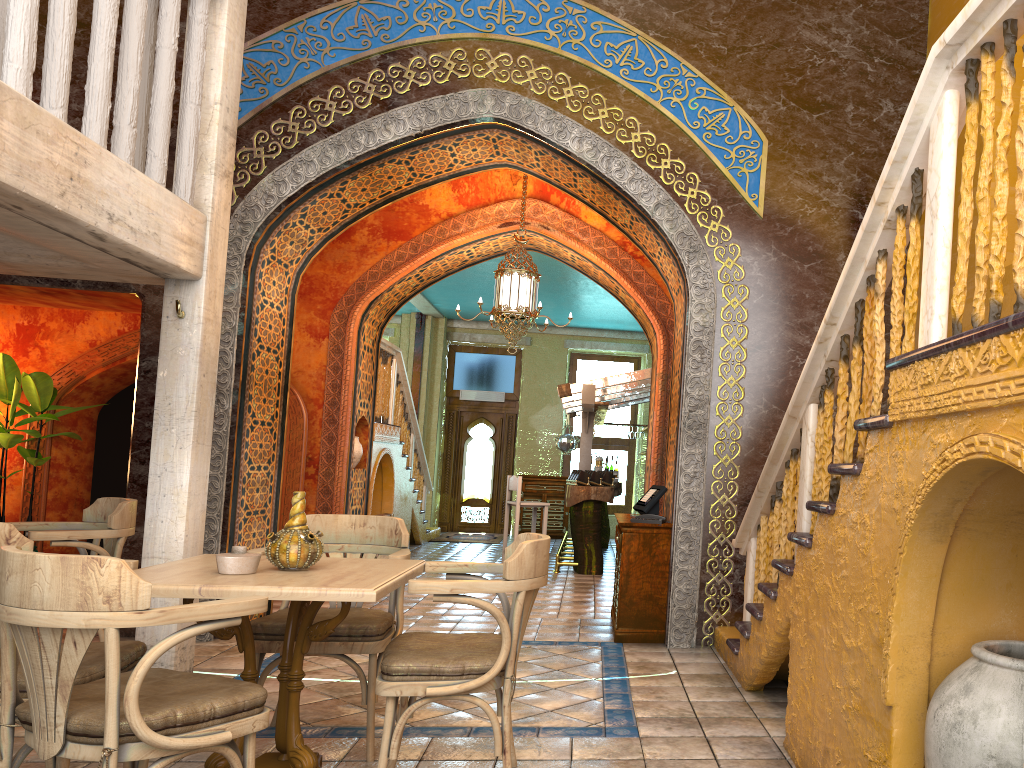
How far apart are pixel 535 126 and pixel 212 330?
3.42m

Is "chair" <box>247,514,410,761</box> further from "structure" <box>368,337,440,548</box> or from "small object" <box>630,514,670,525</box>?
"structure" <box>368,337,440,548</box>

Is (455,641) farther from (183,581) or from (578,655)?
(578,655)

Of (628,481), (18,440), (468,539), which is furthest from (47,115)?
(628,481)

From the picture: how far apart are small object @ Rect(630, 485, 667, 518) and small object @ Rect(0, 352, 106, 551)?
6.8 meters

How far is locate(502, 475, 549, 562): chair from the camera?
12.34m

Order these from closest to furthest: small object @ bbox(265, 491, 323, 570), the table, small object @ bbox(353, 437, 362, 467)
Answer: the table
small object @ bbox(265, 491, 323, 570)
small object @ bbox(353, 437, 362, 467)

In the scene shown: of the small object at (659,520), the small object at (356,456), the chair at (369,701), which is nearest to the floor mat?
the small object at (356,456)

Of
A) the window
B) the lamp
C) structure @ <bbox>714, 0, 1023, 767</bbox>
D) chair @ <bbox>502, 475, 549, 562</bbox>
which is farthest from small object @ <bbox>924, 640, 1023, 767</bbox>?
the window

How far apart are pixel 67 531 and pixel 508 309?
5.3 meters
